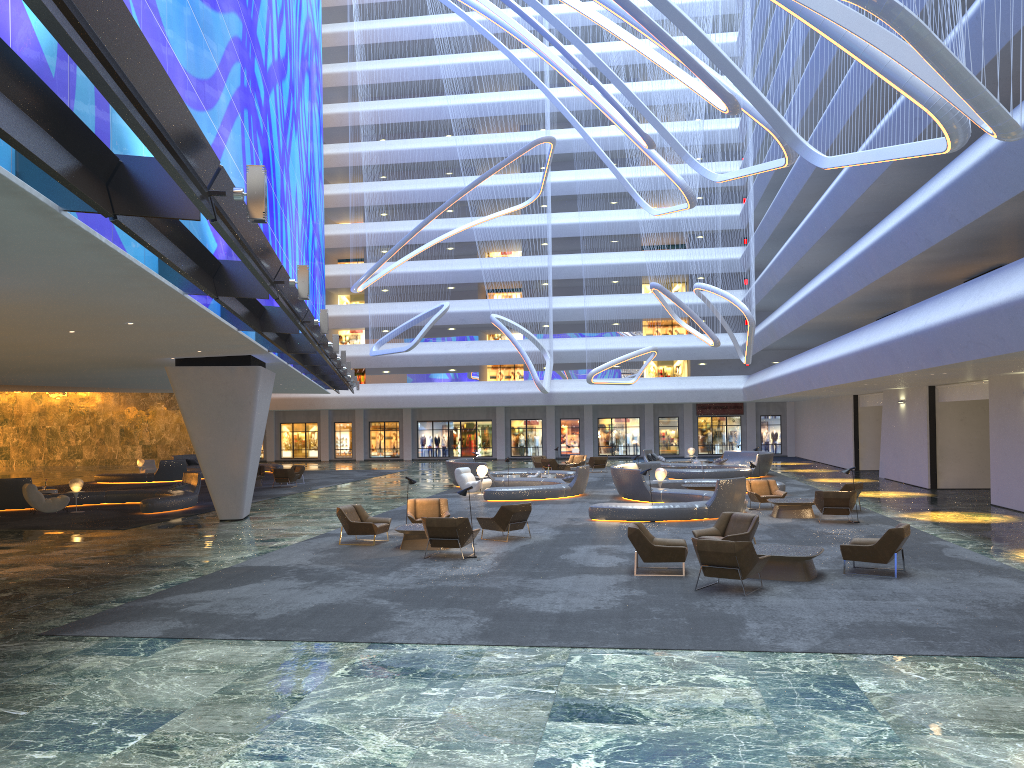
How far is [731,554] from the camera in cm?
1208

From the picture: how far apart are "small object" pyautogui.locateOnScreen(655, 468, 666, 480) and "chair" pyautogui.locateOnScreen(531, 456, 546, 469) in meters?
16.6

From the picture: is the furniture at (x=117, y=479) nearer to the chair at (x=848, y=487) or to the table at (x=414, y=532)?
the table at (x=414, y=532)

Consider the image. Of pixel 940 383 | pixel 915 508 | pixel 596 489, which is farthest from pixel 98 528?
pixel 940 383

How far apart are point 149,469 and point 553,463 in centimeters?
1934cm

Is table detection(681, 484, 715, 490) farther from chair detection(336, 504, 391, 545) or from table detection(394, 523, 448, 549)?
table detection(394, 523, 448, 549)

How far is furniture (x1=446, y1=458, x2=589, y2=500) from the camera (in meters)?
27.08

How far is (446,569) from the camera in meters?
14.7

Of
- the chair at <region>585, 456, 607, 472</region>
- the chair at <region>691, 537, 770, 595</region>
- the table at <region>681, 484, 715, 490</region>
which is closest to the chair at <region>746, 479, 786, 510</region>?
the table at <region>681, 484, 715, 490</region>

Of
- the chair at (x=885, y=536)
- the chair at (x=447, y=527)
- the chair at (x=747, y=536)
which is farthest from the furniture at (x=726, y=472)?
the chair at (x=885, y=536)
